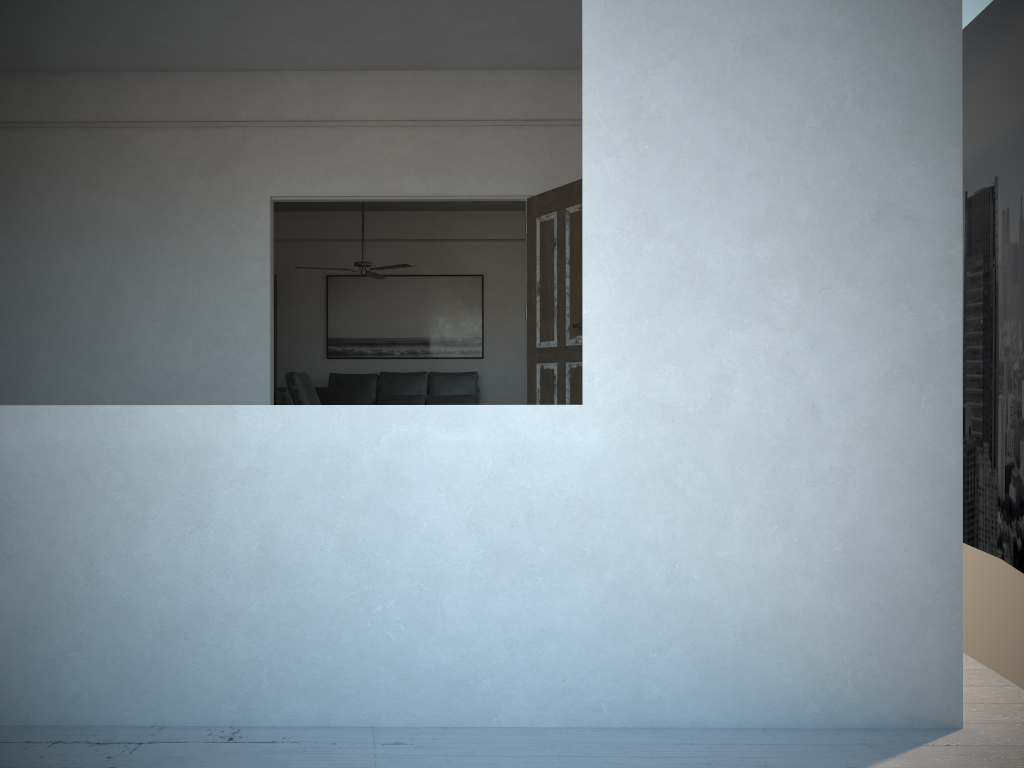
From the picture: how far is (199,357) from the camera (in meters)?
6.08

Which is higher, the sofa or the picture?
the picture

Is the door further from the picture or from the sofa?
the picture

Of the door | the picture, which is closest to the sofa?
the picture

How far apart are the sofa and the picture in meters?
0.4

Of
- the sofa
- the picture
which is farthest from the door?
the picture

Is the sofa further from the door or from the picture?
the door

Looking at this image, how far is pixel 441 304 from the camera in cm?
1099

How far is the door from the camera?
5.44m

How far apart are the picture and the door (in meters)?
5.08
